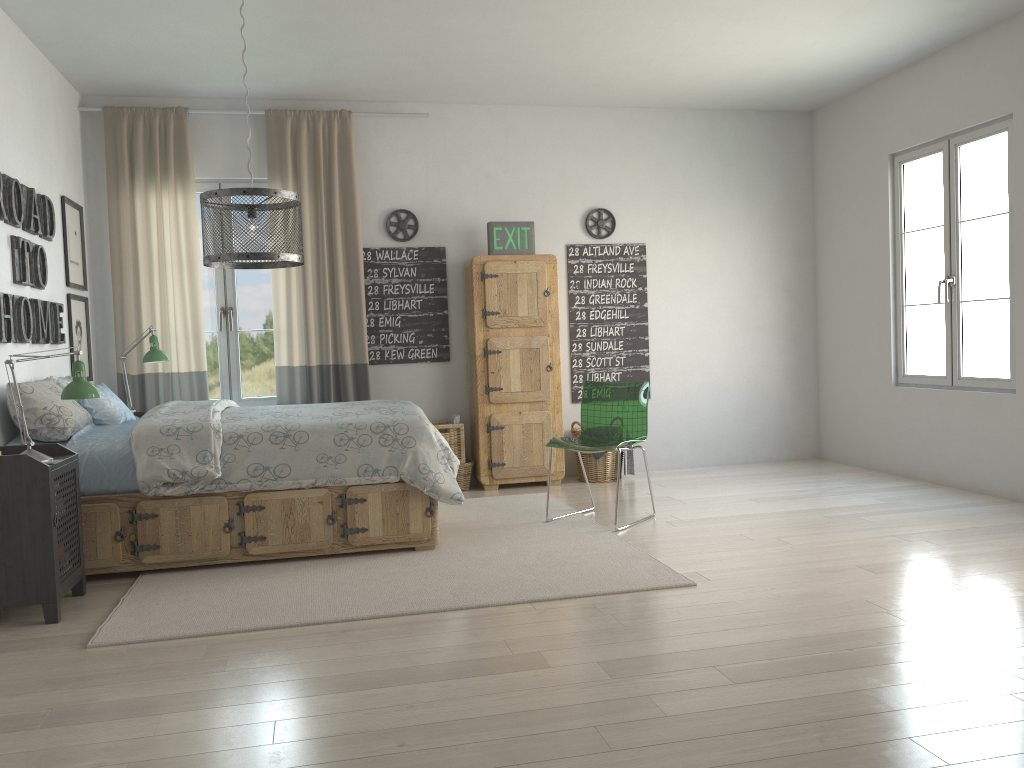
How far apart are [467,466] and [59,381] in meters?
2.6 m

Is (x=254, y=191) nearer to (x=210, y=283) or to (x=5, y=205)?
(x=5, y=205)

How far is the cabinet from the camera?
5.9m

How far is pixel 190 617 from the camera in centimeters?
330cm

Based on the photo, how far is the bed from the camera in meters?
3.9 m

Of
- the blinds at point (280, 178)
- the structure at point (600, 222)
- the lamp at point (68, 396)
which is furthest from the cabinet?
the lamp at point (68, 396)

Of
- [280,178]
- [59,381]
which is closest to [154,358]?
[59,381]

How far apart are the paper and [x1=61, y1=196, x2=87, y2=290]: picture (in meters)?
2.44

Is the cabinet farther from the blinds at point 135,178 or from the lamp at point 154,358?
the lamp at point 154,358

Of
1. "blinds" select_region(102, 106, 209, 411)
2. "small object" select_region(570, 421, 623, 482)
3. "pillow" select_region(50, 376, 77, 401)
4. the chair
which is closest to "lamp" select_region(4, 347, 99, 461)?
"pillow" select_region(50, 376, 77, 401)
